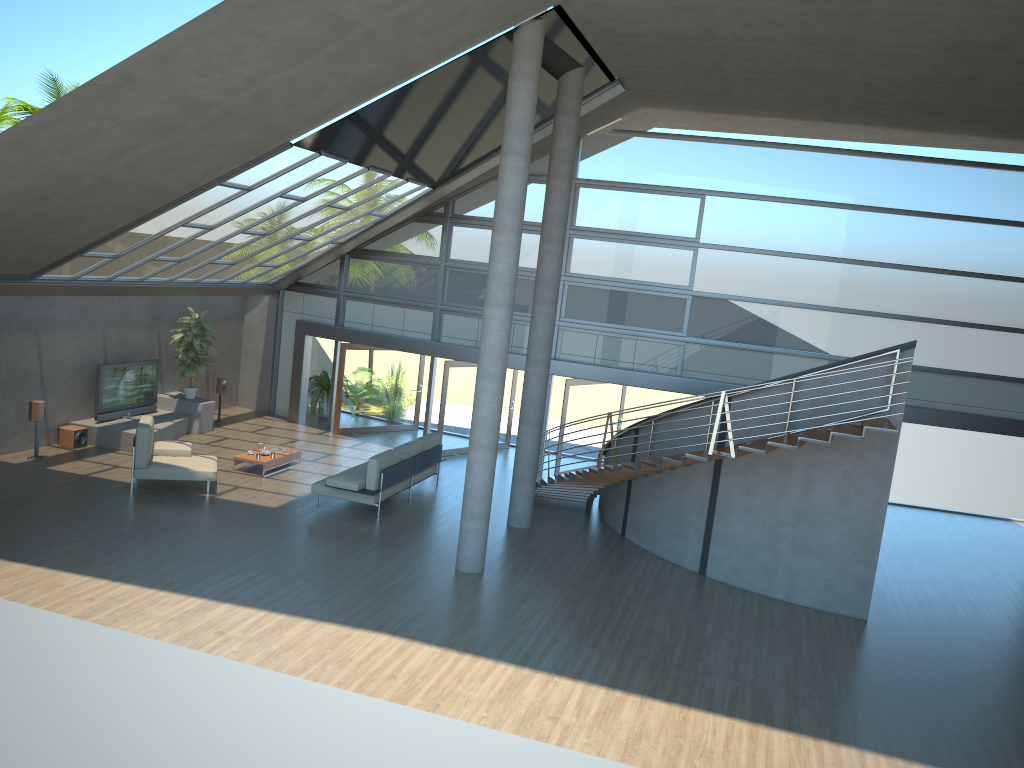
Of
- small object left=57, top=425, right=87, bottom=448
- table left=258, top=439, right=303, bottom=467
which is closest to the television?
small object left=57, top=425, right=87, bottom=448

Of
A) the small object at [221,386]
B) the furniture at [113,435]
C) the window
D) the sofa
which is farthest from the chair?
the window

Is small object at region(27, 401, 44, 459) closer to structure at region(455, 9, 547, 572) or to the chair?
the chair

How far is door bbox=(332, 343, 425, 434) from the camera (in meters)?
18.90

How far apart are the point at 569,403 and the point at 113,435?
8.28m

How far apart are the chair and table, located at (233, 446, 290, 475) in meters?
0.9

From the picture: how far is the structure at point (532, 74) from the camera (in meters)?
10.71

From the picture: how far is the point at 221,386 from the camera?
18.6 meters

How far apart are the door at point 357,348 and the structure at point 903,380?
5.51m

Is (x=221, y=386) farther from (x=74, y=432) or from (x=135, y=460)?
(x=135, y=460)
